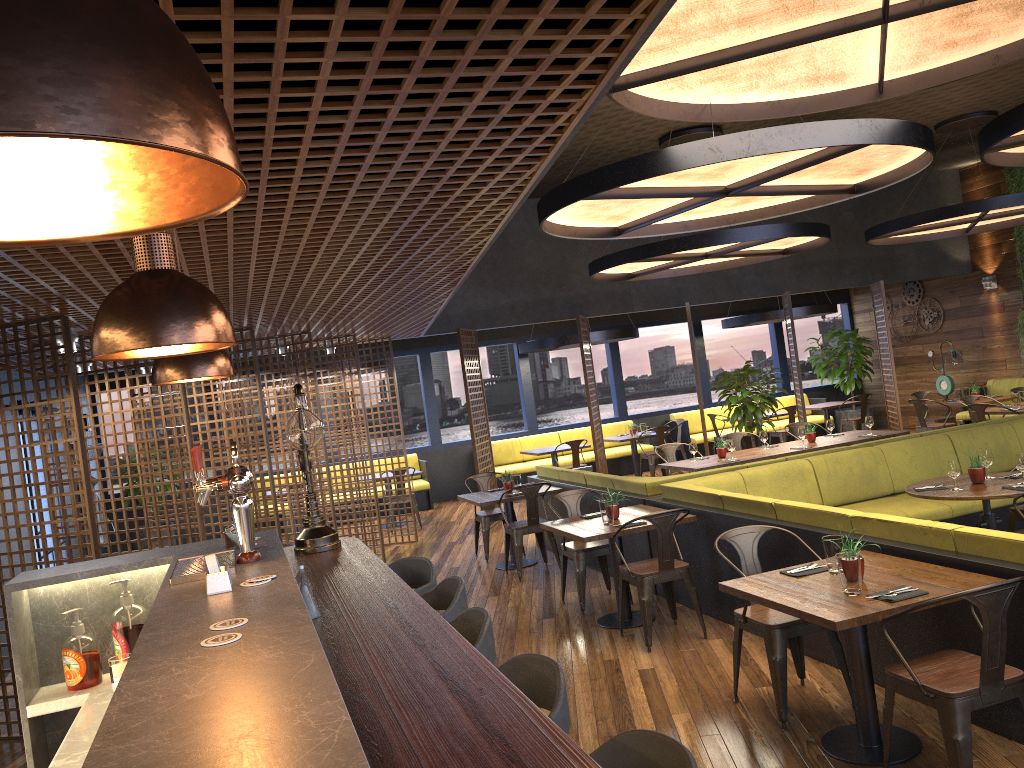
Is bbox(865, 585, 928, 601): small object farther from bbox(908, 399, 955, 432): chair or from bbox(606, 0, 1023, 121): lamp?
bbox(908, 399, 955, 432): chair

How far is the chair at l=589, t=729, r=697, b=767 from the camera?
2.0m

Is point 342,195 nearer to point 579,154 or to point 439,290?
point 439,290

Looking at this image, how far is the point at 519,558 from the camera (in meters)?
8.47

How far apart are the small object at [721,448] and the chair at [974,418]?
4.2 meters

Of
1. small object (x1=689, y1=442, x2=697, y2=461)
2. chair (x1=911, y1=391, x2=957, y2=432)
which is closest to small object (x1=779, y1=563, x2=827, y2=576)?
small object (x1=689, y1=442, x2=697, y2=461)

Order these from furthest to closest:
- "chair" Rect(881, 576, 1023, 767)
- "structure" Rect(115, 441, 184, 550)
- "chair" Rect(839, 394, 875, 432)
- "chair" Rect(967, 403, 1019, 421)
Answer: "chair" Rect(839, 394, 875, 432)
"structure" Rect(115, 441, 184, 550)
"chair" Rect(967, 403, 1019, 421)
"chair" Rect(881, 576, 1023, 767)

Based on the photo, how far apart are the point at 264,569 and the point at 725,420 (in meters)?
13.48

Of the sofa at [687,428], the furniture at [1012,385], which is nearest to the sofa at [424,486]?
the sofa at [687,428]

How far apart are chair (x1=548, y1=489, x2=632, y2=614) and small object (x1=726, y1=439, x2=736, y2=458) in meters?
2.6 m
